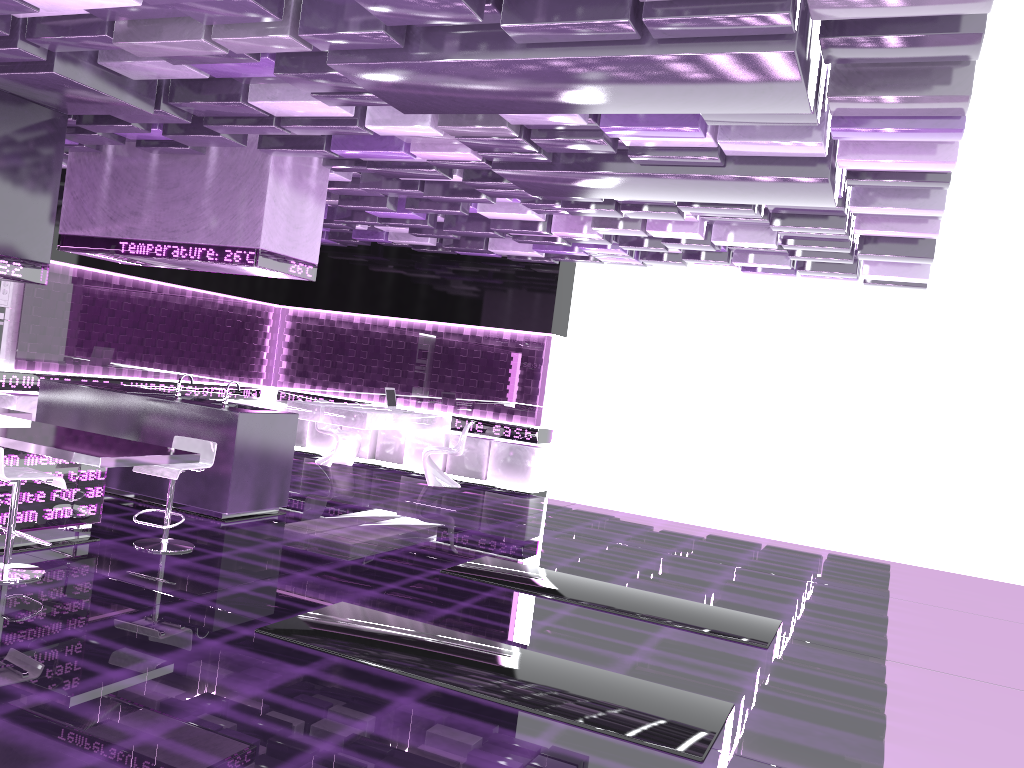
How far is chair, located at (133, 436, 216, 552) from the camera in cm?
601

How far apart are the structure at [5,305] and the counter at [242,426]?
1.62m

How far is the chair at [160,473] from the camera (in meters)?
6.01

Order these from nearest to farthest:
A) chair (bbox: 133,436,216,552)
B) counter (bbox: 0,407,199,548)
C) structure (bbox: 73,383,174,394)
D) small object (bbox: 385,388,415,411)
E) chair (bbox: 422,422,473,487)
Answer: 1. counter (bbox: 0,407,199,548)
2. chair (bbox: 133,436,216,552)
3. structure (bbox: 73,383,174,394)
4. chair (bbox: 422,422,473,487)
5. small object (bbox: 385,388,415,411)

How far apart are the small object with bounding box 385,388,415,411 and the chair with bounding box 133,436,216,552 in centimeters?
509cm

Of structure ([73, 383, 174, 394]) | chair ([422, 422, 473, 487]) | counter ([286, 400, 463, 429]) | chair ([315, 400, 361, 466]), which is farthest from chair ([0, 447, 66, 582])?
chair ([315, 400, 361, 466])

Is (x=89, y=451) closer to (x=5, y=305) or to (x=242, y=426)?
(x=242, y=426)

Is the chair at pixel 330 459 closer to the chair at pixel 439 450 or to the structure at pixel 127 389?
the chair at pixel 439 450

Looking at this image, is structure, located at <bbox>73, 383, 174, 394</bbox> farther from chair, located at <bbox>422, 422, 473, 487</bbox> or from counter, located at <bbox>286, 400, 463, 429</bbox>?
chair, located at <bbox>422, 422, 473, 487</bbox>

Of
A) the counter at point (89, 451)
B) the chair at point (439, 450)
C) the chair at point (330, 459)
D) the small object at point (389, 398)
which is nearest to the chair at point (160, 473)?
the counter at point (89, 451)
